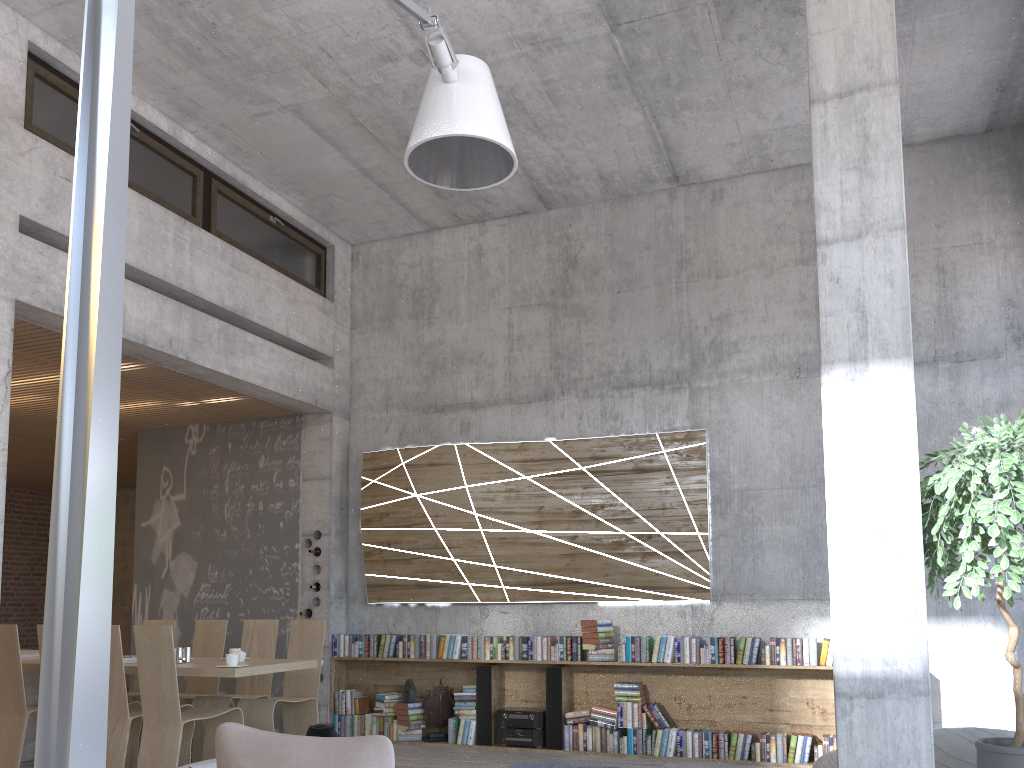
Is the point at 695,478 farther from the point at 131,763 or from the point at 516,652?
the point at 131,763

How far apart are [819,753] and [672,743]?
1.1 meters

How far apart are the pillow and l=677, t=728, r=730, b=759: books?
5.5 meters

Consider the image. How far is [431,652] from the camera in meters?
8.0

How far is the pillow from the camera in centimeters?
214cm

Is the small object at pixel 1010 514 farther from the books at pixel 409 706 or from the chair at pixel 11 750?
the chair at pixel 11 750

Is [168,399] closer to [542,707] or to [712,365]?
[542,707]

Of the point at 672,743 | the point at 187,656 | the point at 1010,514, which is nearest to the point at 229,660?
the point at 187,656

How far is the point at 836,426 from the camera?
4.2m

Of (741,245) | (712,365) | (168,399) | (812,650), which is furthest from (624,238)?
(168,399)
